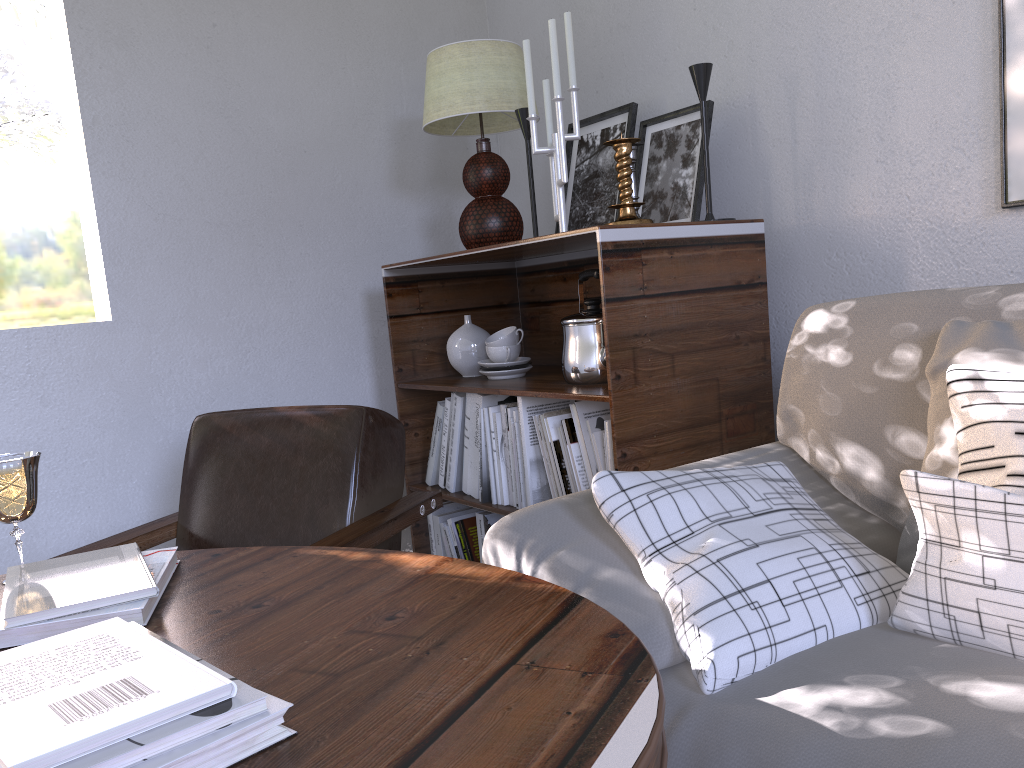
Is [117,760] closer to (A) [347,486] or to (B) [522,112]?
(A) [347,486]

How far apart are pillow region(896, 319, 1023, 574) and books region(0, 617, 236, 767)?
0.7m

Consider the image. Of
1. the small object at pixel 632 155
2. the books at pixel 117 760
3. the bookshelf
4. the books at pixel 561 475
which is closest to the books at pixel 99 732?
the books at pixel 117 760

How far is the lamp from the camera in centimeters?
191cm

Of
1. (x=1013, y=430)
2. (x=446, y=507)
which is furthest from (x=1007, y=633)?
(x=446, y=507)

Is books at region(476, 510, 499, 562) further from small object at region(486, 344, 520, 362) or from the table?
the table

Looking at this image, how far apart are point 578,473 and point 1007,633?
0.90m

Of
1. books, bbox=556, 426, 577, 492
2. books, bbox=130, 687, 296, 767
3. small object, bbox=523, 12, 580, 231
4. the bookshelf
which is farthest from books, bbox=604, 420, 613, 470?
books, bbox=130, 687, 296, 767

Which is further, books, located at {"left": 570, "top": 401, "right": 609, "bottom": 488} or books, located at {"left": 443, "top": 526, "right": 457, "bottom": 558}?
books, located at {"left": 443, "top": 526, "right": 457, "bottom": 558}

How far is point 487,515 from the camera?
1.9m
